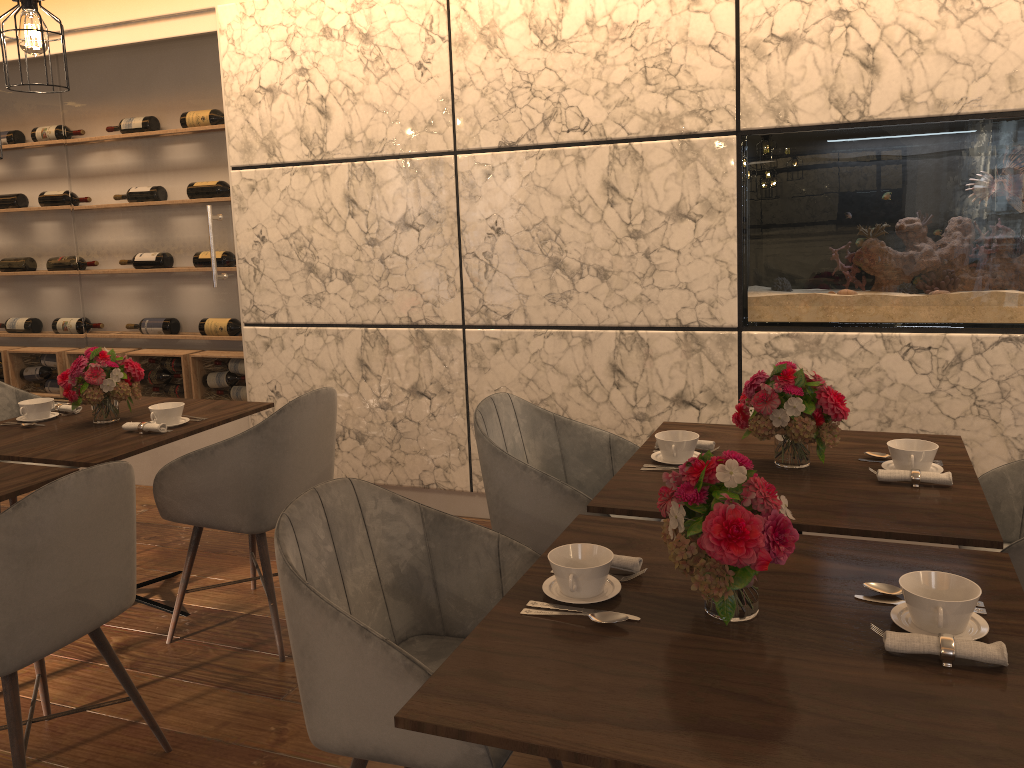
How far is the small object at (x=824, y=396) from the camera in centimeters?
232cm

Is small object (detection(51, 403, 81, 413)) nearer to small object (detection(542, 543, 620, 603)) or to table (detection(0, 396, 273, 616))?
table (detection(0, 396, 273, 616))

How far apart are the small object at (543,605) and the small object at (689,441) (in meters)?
0.93

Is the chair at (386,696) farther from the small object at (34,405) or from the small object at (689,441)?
the small object at (34,405)

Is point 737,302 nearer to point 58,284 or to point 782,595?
point 782,595

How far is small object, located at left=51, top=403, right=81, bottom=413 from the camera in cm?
351

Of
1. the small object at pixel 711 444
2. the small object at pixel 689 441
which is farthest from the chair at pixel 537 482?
the small object at pixel 711 444

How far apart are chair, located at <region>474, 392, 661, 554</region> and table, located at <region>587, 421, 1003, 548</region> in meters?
0.1 m

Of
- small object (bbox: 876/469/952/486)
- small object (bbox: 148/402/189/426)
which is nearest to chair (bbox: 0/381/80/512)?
small object (bbox: 148/402/189/426)

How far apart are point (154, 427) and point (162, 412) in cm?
10
